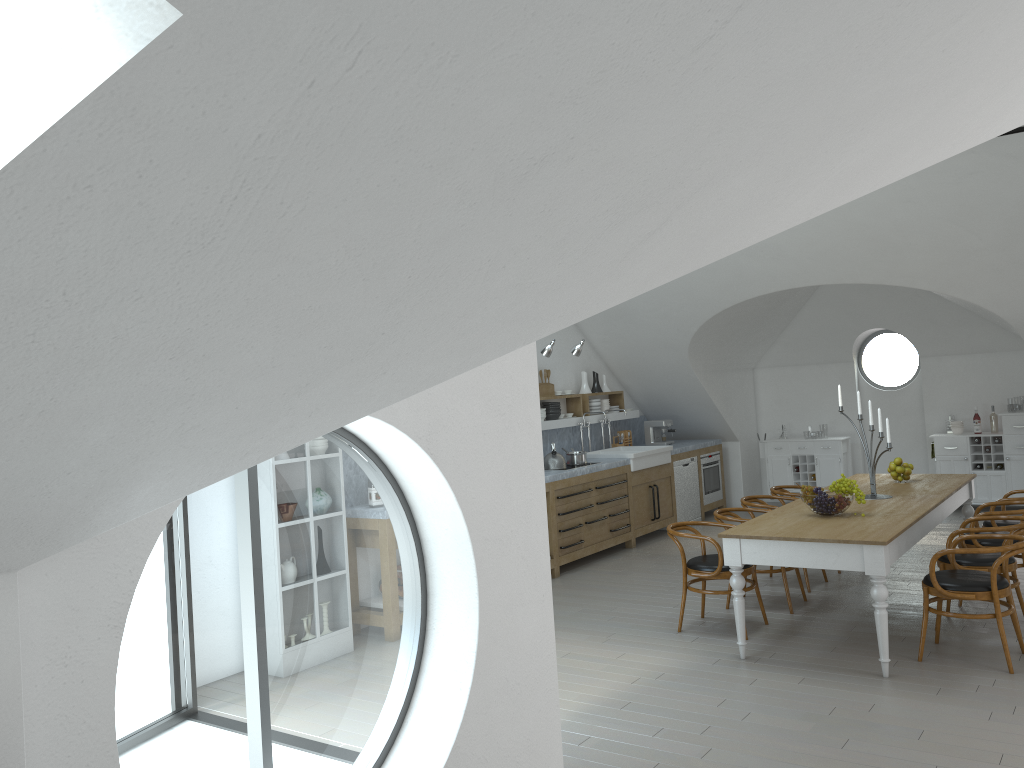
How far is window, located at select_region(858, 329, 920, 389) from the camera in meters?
43.6

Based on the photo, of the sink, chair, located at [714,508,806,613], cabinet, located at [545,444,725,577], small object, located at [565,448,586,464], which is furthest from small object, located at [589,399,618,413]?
chair, located at [714,508,806,613]

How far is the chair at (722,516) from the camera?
6.87m

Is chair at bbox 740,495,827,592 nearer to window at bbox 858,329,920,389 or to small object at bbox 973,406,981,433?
small object at bbox 973,406,981,433

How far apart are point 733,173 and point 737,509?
5.5m

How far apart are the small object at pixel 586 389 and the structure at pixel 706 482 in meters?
1.9 m

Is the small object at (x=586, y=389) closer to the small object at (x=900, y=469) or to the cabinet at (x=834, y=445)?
the cabinet at (x=834, y=445)

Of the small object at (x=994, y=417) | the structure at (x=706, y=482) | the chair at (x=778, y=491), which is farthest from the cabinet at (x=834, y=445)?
the chair at (x=778, y=491)

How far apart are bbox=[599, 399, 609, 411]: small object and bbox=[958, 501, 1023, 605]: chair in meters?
4.8 m

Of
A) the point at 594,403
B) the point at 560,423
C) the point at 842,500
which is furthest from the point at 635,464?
the point at 842,500
